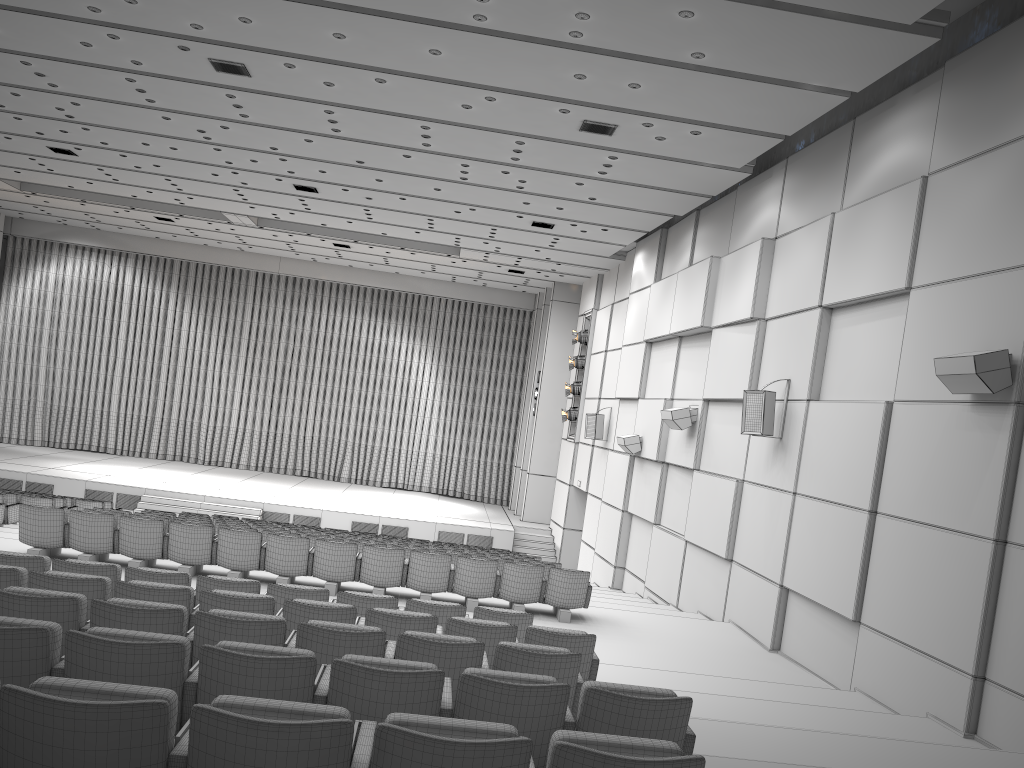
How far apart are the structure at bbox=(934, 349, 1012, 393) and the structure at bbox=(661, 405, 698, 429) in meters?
6.3 m

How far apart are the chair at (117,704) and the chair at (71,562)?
3.9m

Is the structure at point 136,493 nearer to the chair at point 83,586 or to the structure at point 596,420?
the structure at point 596,420

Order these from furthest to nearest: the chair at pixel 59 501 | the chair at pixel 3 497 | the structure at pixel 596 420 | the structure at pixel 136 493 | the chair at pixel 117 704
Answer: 1. the structure at pixel 136 493
2. the structure at pixel 596 420
3. the chair at pixel 59 501
4. the chair at pixel 3 497
5. the chair at pixel 117 704

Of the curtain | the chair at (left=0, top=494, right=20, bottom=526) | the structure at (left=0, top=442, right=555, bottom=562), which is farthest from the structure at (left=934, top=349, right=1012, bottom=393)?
the curtain

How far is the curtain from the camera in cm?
2678

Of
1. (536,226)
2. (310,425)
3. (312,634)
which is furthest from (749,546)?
(310,425)

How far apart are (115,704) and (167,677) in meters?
1.2

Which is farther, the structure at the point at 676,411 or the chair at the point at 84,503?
the chair at the point at 84,503

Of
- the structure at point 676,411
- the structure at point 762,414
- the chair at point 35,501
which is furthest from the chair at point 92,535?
the chair at point 35,501
